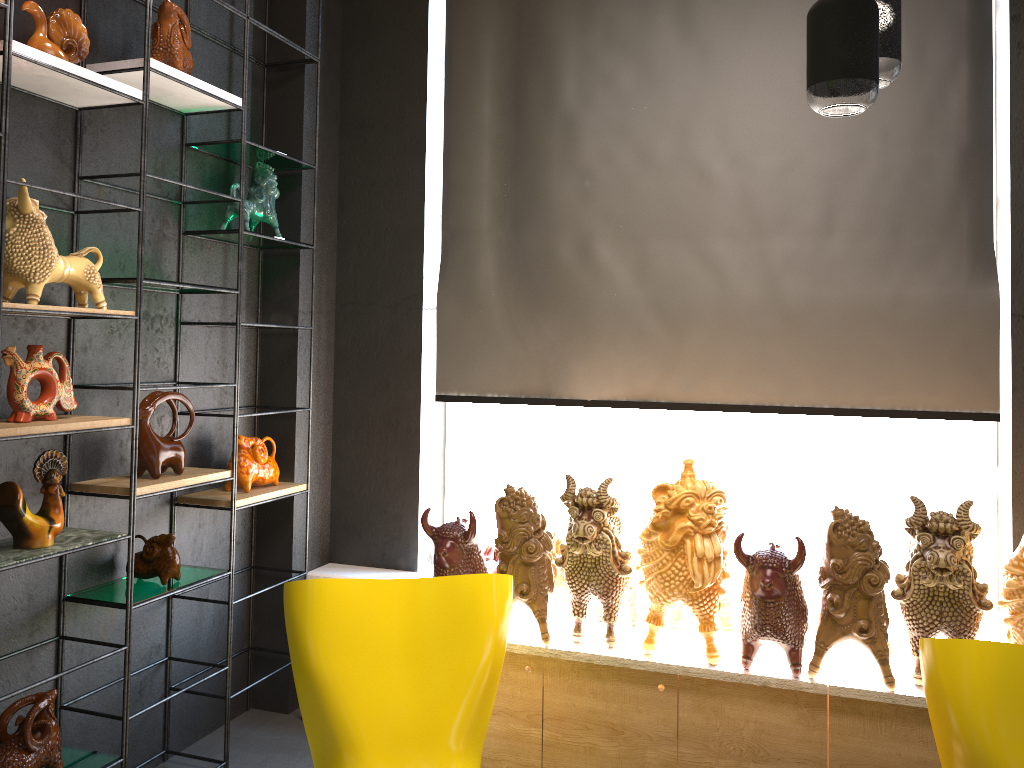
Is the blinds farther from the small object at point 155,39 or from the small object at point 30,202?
the small object at point 30,202

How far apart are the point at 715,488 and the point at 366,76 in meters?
2.4 m

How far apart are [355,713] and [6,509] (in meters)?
1.12

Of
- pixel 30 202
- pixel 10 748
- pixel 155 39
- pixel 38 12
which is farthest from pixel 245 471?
pixel 38 12

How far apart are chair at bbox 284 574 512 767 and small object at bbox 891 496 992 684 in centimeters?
120cm

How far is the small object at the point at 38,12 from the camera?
2.5m

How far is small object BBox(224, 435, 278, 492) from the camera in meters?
3.4 m

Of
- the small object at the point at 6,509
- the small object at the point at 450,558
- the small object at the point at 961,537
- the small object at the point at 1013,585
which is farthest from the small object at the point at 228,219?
the small object at the point at 1013,585

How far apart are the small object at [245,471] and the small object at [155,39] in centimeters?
134cm

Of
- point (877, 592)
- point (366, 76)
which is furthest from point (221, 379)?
point (877, 592)
